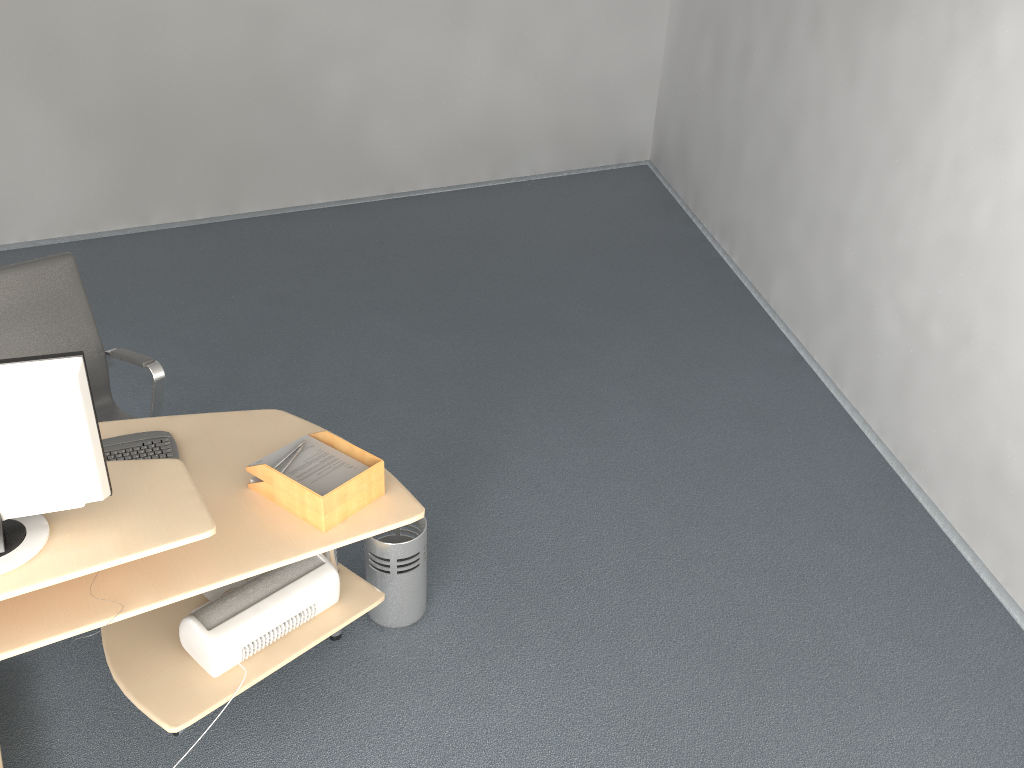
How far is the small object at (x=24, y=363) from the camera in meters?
1.9

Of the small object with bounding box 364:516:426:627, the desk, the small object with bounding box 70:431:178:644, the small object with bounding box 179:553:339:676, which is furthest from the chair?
the small object with bounding box 364:516:426:627

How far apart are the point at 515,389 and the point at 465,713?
2.0 meters

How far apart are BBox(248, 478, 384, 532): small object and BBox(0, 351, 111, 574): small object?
0.4 meters

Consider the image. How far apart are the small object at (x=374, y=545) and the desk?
0.1m

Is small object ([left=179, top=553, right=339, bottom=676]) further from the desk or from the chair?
the chair

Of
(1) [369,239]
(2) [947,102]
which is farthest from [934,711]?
(1) [369,239]

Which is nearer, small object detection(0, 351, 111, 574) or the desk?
small object detection(0, 351, 111, 574)

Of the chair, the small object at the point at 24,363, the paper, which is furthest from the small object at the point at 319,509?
the chair

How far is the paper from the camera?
2.40m
